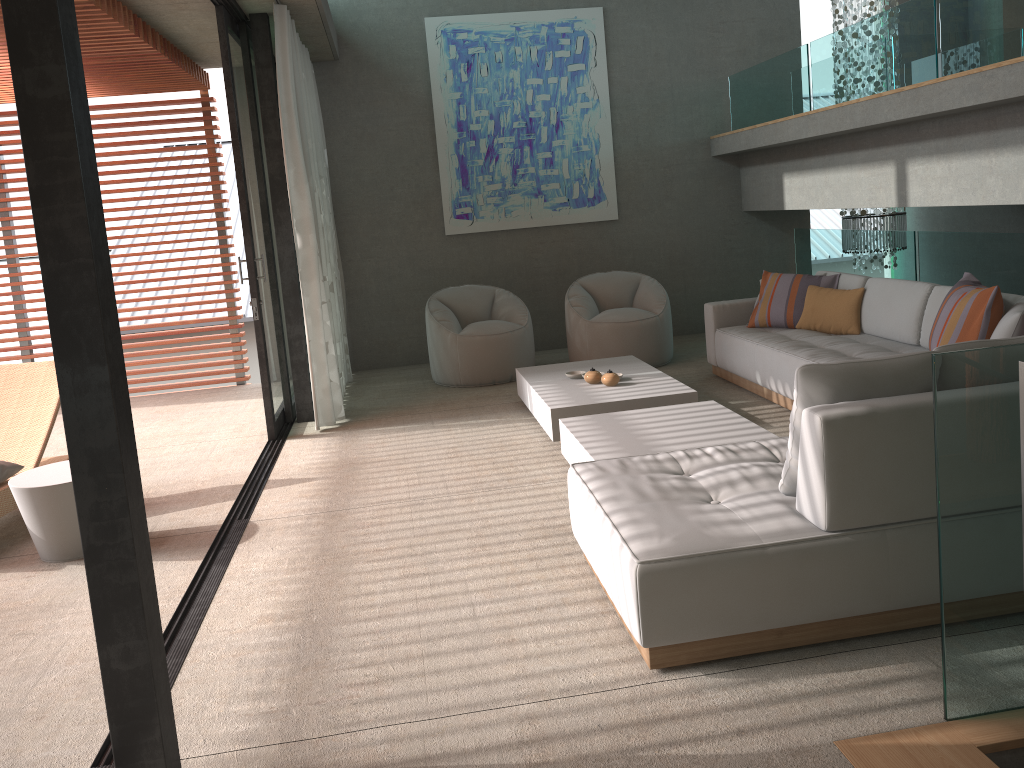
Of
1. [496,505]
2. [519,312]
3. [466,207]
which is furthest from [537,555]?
[466,207]

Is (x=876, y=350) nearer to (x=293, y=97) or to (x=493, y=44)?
(x=293, y=97)

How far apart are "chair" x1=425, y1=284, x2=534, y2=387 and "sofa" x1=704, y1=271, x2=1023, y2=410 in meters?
1.5

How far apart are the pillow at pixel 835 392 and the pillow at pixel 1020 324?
1.51m

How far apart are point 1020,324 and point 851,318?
1.9 meters

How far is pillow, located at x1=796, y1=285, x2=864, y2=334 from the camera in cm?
594

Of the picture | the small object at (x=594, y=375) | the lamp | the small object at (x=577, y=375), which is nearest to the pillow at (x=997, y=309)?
the small object at (x=594, y=375)

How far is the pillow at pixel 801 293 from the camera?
6.3m

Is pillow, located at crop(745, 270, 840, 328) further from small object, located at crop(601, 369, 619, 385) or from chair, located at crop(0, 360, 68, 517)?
chair, located at crop(0, 360, 68, 517)

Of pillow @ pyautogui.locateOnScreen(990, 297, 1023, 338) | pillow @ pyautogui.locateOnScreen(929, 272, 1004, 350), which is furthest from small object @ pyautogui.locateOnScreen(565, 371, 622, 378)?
pillow @ pyautogui.locateOnScreen(990, 297, 1023, 338)
